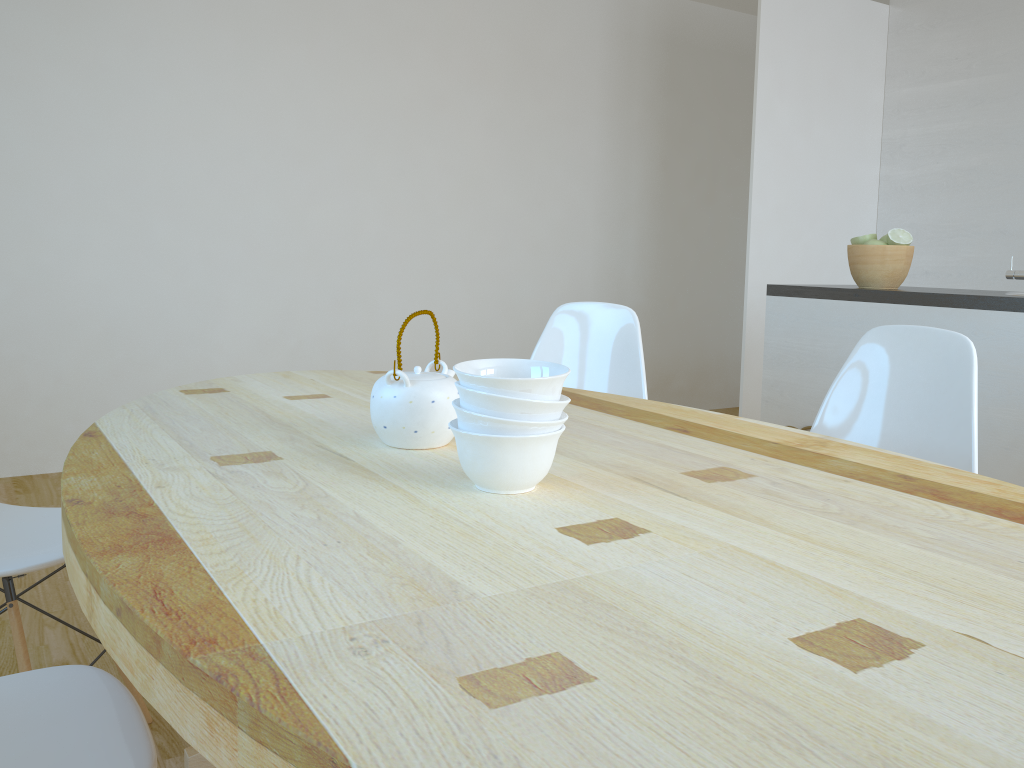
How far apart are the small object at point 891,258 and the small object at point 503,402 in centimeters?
202cm

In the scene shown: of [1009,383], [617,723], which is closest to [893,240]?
[1009,383]

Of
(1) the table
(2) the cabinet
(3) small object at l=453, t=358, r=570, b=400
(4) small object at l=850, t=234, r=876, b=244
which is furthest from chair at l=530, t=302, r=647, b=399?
(3) small object at l=453, t=358, r=570, b=400

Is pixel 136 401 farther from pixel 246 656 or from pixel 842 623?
pixel 842 623

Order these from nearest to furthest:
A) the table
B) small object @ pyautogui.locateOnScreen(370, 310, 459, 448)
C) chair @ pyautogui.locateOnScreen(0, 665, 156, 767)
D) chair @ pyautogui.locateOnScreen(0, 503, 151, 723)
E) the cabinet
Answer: the table, chair @ pyautogui.locateOnScreen(0, 665, 156, 767), small object @ pyautogui.locateOnScreen(370, 310, 459, 448), chair @ pyautogui.locateOnScreen(0, 503, 151, 723), the cabinet

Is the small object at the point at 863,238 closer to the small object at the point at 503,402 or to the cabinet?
the cabinet

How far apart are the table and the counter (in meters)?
1.19

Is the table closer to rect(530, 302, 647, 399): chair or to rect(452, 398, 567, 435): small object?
rect(452, 398, 567, 435): small object

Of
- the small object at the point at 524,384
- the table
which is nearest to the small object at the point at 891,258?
the table

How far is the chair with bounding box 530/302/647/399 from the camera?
2.5 meters
